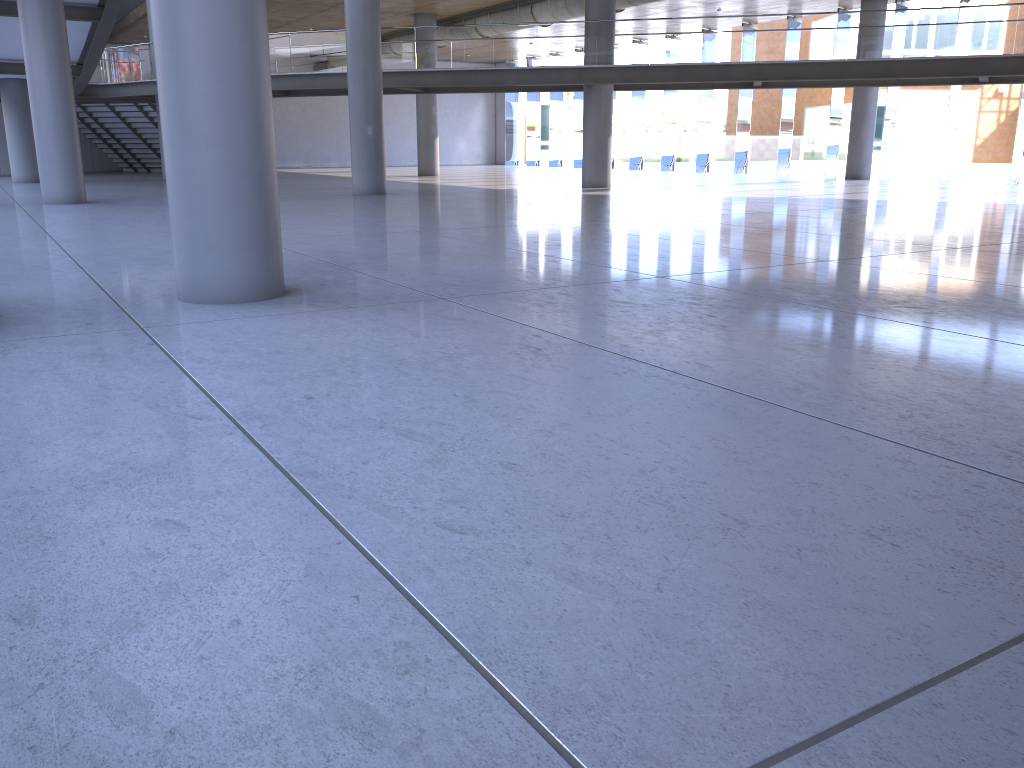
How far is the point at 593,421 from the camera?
3.8m
